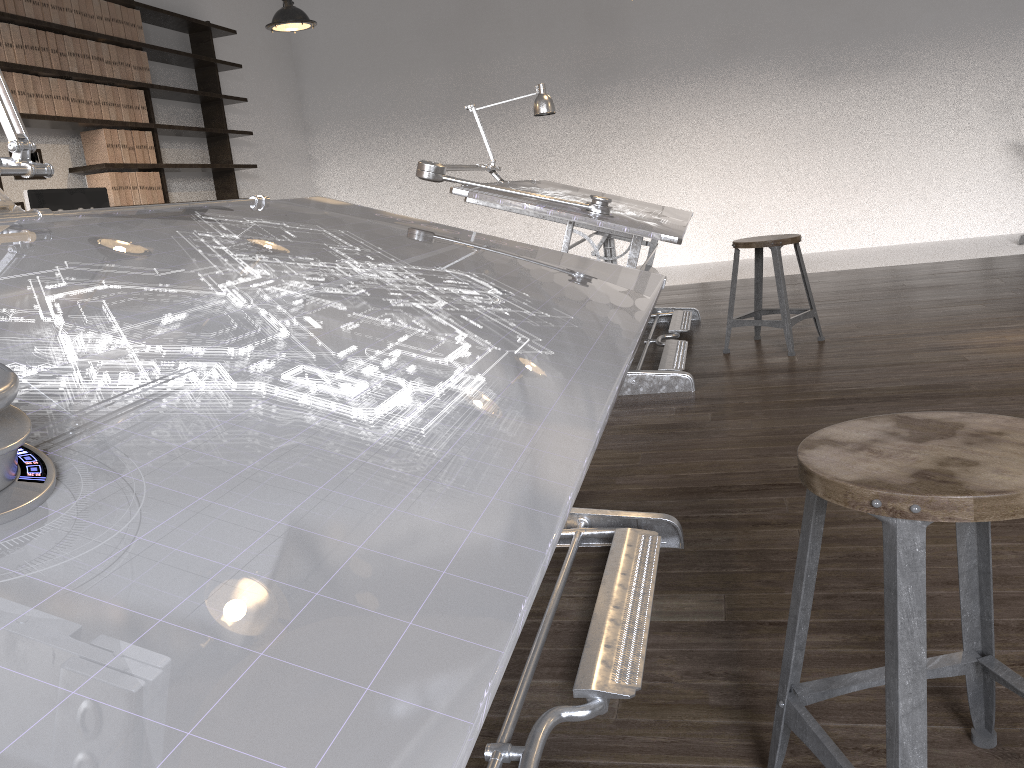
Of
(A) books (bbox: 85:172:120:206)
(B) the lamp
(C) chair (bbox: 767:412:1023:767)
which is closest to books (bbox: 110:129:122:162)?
(A) books (bbox: 85:172:120:206)

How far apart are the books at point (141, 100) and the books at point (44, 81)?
0.89m

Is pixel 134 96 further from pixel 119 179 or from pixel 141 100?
pixel 119 179

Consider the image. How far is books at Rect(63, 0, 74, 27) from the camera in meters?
5.3

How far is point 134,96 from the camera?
5.9m

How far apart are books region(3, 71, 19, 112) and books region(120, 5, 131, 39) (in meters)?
1.21

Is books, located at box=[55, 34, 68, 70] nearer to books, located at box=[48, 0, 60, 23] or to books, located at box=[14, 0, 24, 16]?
books, located at box=[48, 0, 60, 23]

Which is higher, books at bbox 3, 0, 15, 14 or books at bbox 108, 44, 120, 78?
books at bbox 3, 0, 15, 14

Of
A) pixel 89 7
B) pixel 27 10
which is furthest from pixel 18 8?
pixel 89 7

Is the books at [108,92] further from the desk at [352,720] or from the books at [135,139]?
the desk at [352,720]
